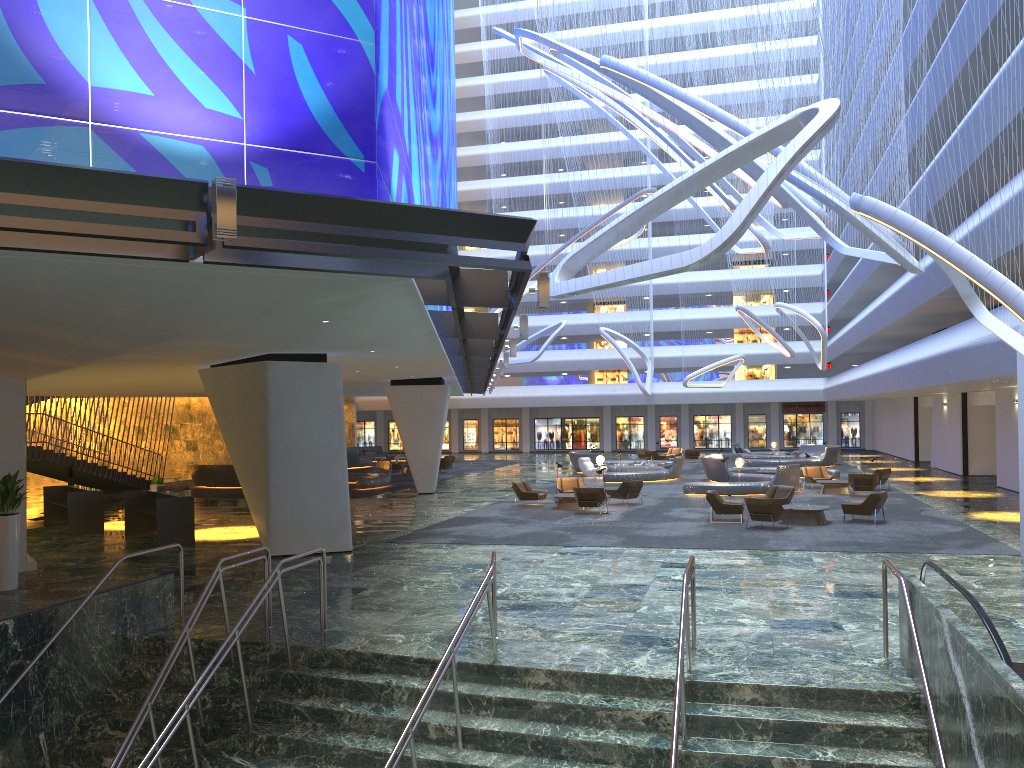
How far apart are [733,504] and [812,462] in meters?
22.9 m

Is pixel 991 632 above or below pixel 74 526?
above

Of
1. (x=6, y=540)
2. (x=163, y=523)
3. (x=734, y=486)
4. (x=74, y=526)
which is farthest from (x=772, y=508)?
(x=74, y=526)

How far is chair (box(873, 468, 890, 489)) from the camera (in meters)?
30.04

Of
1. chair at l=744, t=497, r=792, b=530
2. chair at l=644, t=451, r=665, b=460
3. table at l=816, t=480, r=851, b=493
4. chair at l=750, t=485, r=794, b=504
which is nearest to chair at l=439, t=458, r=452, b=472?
chair at l=644, t=451, r=665, b=460

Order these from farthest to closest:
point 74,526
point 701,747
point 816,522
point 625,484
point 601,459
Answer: point 601,459, point 625,484, point 74,526, point 816,522, point 701,747

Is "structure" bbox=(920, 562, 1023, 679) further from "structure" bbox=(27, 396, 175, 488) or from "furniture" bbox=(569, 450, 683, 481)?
"structure" bbox=(27, 396, 175, 488)

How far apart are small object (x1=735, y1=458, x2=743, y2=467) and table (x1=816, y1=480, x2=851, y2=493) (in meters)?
5.32

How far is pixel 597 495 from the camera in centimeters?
2444cm

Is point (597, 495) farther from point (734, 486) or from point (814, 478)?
point (814, 478)
